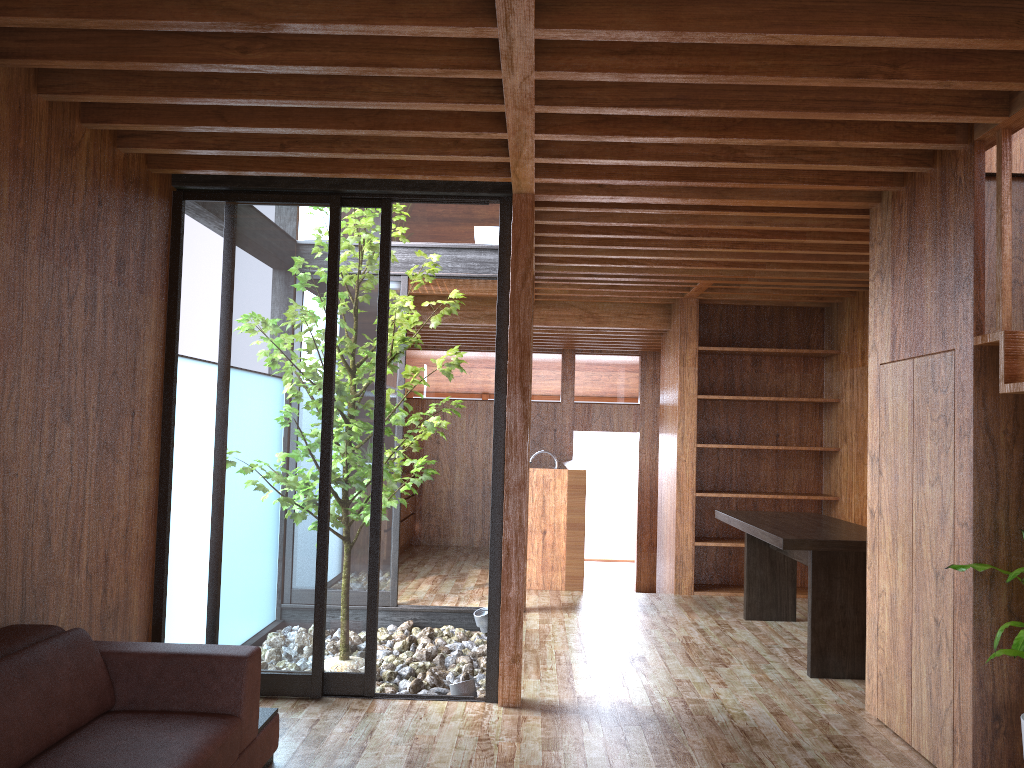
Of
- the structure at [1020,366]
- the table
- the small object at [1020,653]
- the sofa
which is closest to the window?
the sofa

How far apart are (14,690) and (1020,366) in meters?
3.2 m

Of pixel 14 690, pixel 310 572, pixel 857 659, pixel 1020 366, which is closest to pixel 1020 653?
pixel 1020 366

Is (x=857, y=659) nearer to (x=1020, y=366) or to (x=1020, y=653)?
(x=1020, y=653)

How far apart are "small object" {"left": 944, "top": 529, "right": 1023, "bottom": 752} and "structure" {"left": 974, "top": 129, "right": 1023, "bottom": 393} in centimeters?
56cm

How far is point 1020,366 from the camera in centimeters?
289cm

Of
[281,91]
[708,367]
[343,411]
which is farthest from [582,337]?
[281,91]

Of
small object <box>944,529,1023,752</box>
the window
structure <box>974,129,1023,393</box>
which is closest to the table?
small object <box>944,529,1023,752</box>

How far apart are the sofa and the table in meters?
2.6

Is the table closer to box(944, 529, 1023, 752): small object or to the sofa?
box(944, 529, 1023, 752): small object
